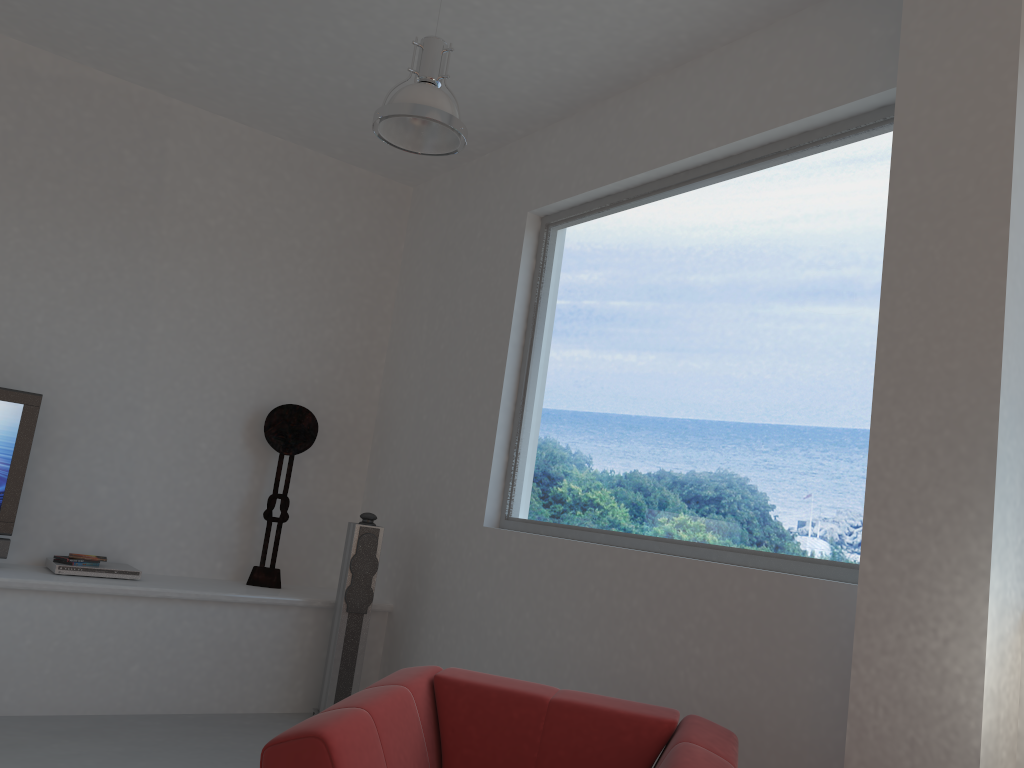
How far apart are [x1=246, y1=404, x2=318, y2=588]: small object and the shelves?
0.0m

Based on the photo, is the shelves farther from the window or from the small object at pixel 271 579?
the window

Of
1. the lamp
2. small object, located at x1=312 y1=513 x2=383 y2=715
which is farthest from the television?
the lamp

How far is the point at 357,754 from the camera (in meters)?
2.26

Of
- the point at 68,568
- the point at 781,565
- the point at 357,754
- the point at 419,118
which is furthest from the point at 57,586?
the point at 781,565

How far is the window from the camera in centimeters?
335cm

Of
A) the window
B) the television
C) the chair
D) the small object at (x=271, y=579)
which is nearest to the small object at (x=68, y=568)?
the television

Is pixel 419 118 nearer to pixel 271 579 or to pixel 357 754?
pixel 357 754

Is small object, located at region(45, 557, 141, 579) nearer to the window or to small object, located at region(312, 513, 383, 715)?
small object, located at region(312, 513, 383, 715)

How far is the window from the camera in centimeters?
335cm
